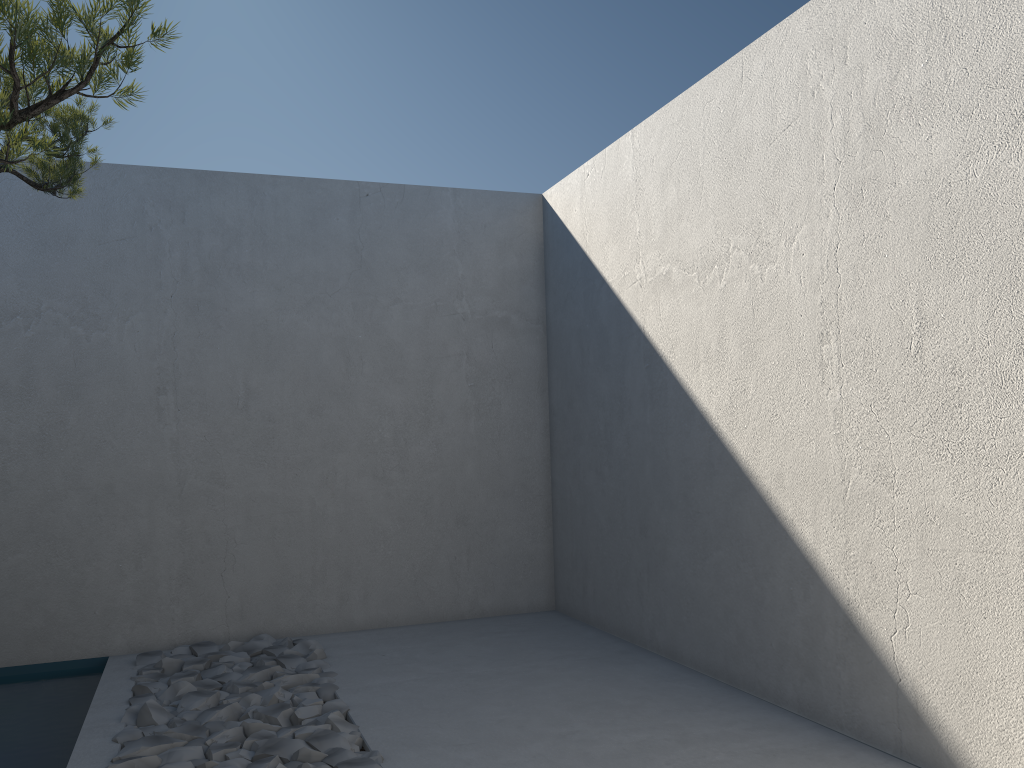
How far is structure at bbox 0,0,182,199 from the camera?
1.3m

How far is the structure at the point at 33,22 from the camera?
1.3m

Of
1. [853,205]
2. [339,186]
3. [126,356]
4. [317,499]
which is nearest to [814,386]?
[853,205]

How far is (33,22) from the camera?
1.3m
